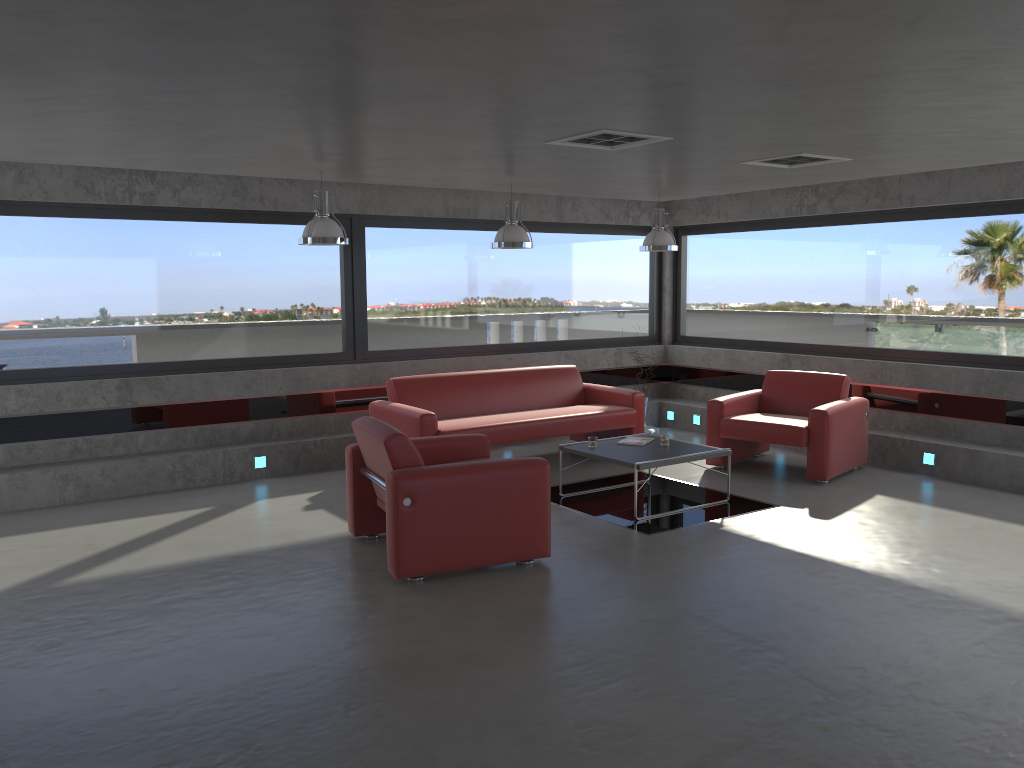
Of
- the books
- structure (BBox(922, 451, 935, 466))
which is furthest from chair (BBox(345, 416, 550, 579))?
structure (BBox(922, 451, 935, 466))

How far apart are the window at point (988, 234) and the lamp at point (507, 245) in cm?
356

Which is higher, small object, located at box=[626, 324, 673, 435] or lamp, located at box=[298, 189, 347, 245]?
lamp, located at box=[298, 189, 347, 245]

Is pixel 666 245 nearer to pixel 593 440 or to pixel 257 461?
pixel 593 440

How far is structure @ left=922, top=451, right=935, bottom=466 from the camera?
8.0 meters

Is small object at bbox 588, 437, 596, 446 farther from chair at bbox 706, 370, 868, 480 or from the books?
chair at bbox 706, 370, 868, 480

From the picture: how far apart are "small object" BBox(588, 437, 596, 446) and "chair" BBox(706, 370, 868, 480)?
1.6m

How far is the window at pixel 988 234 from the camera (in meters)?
8.06

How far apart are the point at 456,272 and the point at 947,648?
6.52m

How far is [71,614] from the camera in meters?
4.8 m
